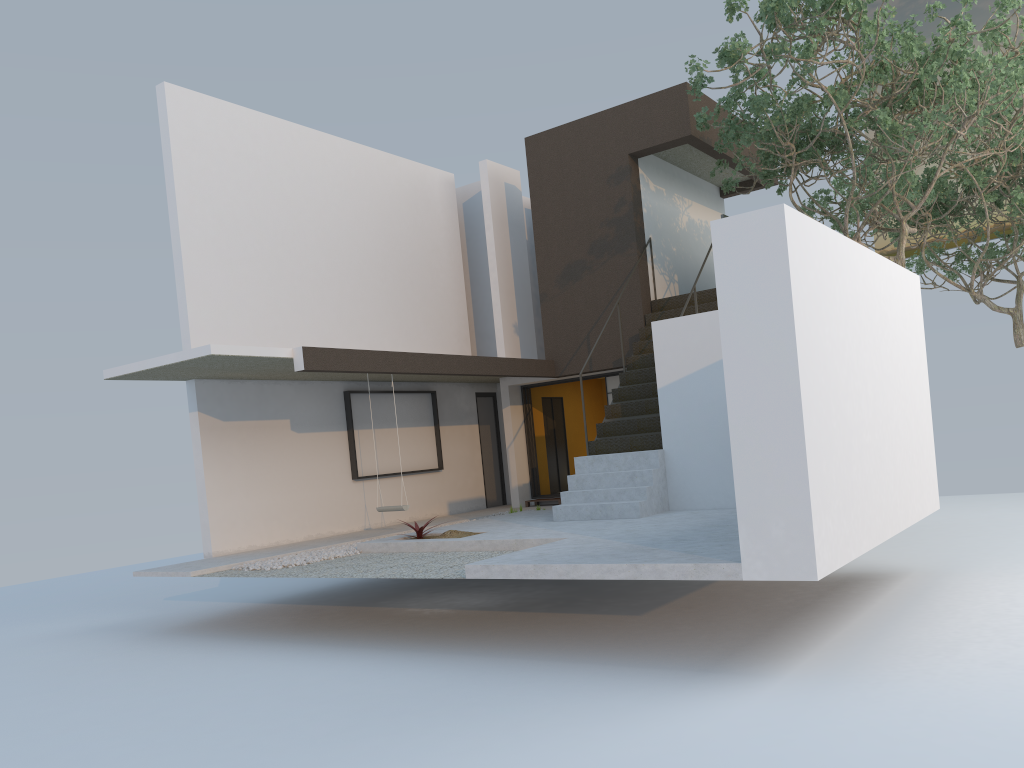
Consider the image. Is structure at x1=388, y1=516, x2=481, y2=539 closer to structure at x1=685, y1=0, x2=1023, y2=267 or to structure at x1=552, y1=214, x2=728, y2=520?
structure at x1=552, y1=214, x2=728, y2=520

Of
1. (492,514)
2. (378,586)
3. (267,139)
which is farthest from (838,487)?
(267,139)

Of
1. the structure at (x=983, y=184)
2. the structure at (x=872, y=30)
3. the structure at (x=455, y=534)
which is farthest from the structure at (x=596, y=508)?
the structure at (x=983, y=184)

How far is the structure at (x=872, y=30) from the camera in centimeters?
915cm

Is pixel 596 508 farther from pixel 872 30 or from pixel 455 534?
pixel 872 30

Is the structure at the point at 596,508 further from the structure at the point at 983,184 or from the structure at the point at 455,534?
the structure at the point at 983,184

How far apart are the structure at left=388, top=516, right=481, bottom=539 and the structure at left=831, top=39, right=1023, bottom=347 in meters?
9.8

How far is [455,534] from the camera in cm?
974

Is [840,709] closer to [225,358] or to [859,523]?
[859,523]

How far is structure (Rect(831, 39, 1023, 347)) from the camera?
14.7m
